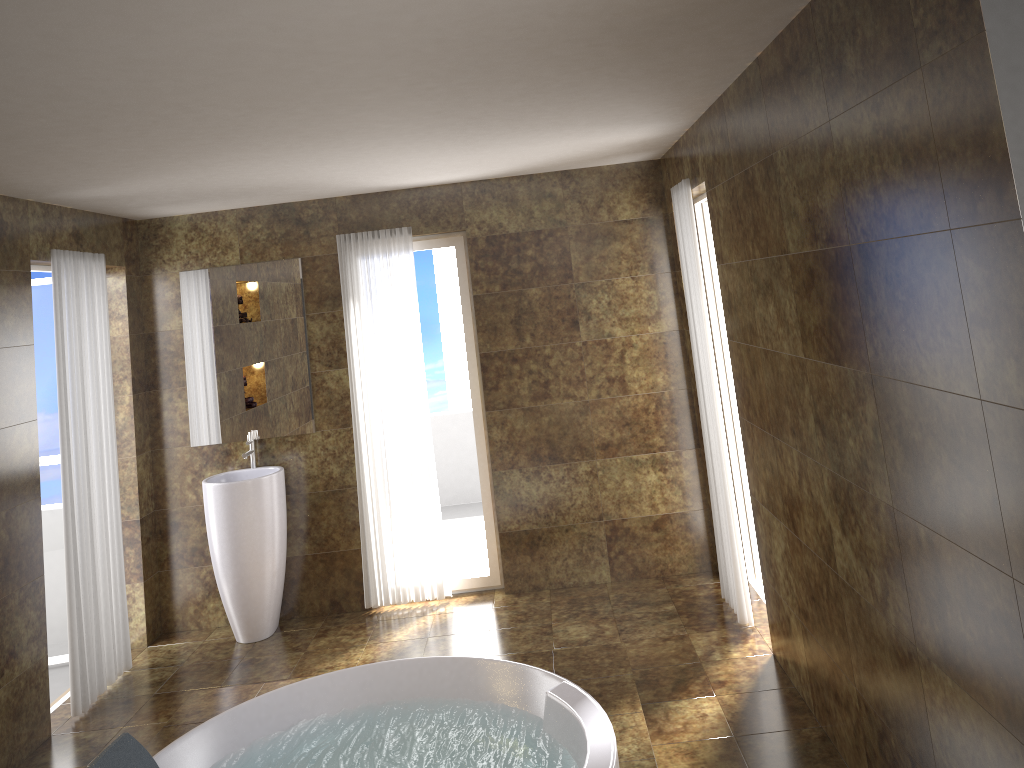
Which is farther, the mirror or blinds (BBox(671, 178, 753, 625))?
the mirror

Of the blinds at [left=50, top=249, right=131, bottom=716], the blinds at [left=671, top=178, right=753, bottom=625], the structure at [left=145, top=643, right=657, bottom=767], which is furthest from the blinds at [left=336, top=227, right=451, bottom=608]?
the blinds at [left=671, top=178, right=753, bottom=625]

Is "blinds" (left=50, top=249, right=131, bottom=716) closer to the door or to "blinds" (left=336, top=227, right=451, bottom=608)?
the door

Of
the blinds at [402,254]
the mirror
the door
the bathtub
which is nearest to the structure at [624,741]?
the bathtub

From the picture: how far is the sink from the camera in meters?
5.1 m

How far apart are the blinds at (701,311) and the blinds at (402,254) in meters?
1.7

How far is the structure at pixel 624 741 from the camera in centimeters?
343cm

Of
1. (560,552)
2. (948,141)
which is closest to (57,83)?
(948,141)

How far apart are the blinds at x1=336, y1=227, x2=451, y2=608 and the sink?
0.5 meters

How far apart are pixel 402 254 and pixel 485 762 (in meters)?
3.01
